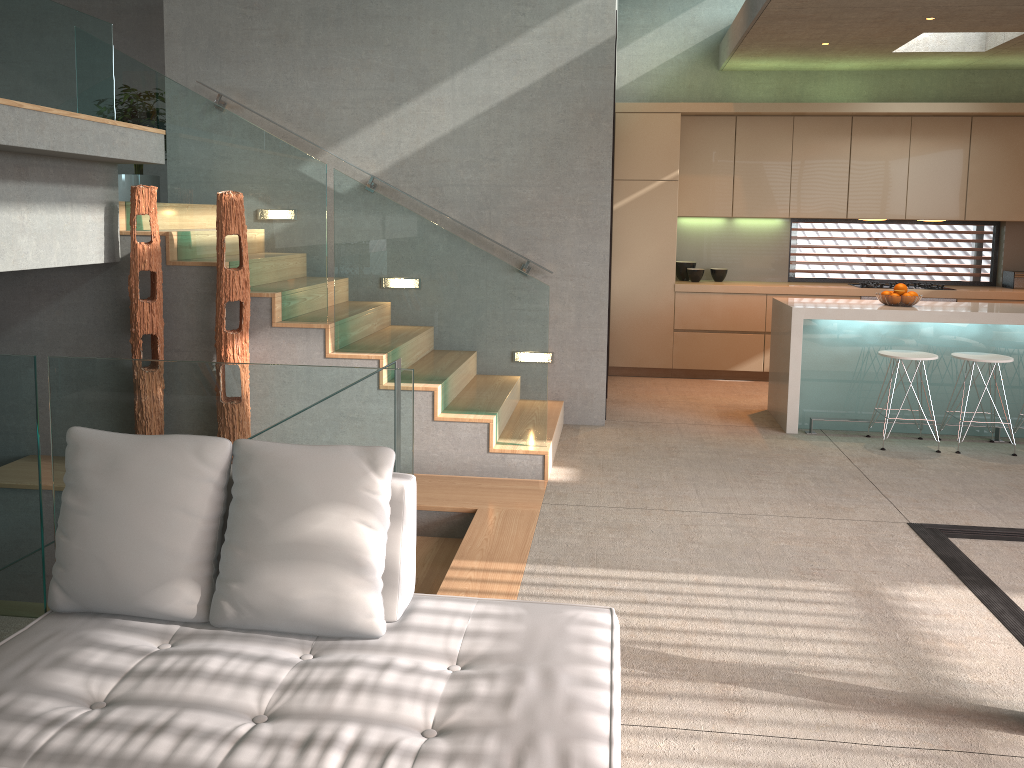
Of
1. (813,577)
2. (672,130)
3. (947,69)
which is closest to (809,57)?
(672,130)

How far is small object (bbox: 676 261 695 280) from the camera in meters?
8.6

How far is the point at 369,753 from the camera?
1.9m

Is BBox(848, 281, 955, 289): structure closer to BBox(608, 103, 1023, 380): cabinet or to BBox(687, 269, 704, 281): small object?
BBox(608, 103, 1023, 380): cabinet

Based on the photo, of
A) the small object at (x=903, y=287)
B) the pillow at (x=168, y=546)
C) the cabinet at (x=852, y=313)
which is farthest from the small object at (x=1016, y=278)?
the pillow at (x=168, y=546)

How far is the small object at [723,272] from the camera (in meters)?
8.54

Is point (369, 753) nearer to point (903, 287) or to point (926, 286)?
point (903, 287)

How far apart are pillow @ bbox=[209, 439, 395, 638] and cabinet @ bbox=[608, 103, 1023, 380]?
6.11m

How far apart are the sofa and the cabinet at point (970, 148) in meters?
5.9 m

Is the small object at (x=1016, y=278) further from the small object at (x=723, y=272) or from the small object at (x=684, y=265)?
the small object at (x=684, y=265)
